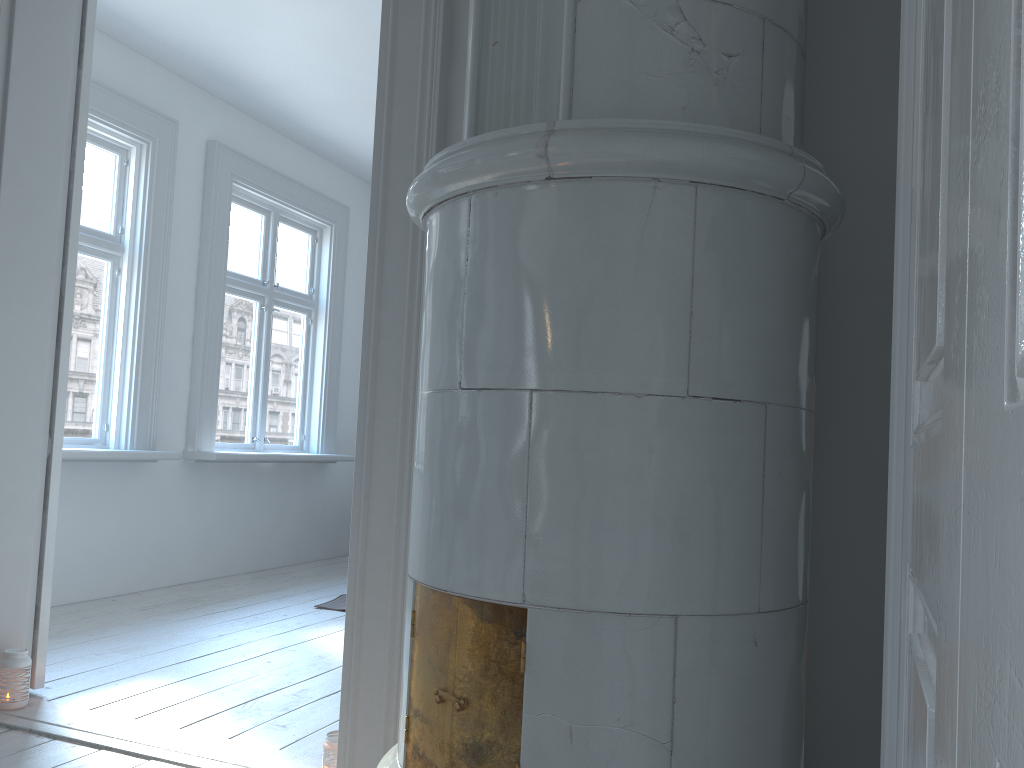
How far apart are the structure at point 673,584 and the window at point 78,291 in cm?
301

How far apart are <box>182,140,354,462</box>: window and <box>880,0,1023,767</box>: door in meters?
4.4

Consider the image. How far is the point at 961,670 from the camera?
0.4m

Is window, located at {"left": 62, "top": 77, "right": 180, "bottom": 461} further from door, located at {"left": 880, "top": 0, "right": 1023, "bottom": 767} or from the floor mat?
door, located at {"left": 880, "top": 0, "right": 1023, "bottom": 767}

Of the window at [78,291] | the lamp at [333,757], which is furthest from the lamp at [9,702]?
the window at [78,291]

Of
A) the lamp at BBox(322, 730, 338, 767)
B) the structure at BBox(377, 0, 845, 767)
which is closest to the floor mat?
the lamp at BBox(322, 730, 338, 767)

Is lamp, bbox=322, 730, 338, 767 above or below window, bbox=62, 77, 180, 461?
below

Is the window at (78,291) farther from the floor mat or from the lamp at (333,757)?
the lamp at (333,757)

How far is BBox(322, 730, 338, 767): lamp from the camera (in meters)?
2.17

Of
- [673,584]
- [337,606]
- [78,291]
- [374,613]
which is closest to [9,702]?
[374,613]
